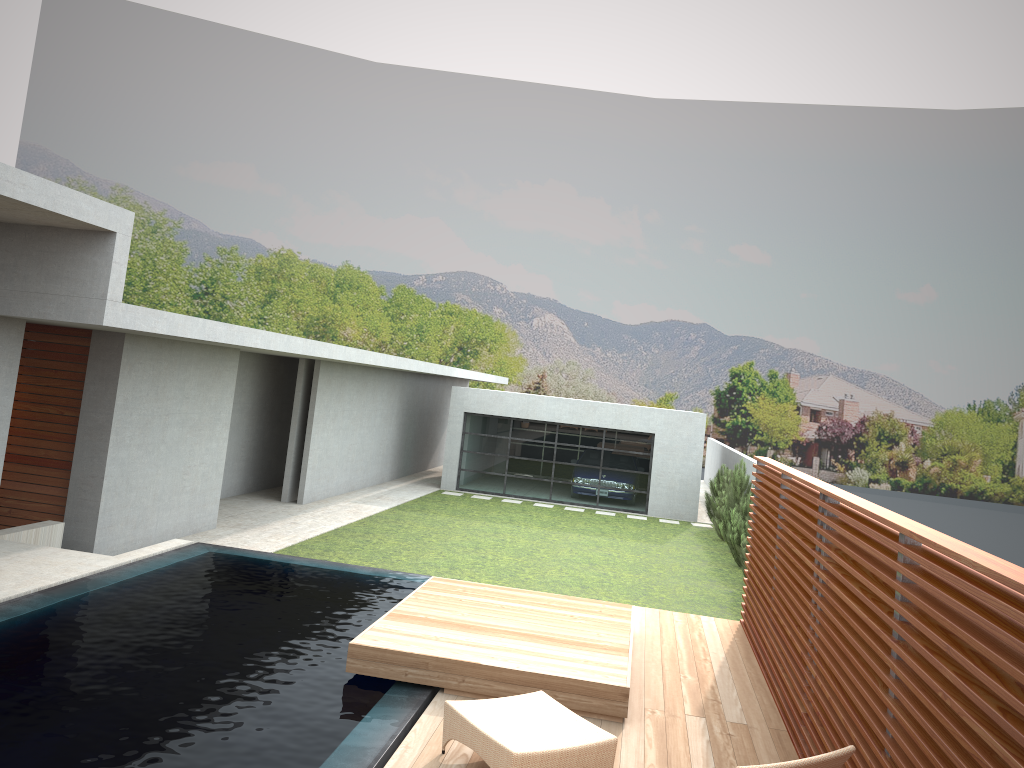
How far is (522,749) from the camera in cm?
480

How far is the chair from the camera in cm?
480

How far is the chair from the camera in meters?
4.8

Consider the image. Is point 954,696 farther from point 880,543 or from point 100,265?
point 100,265
